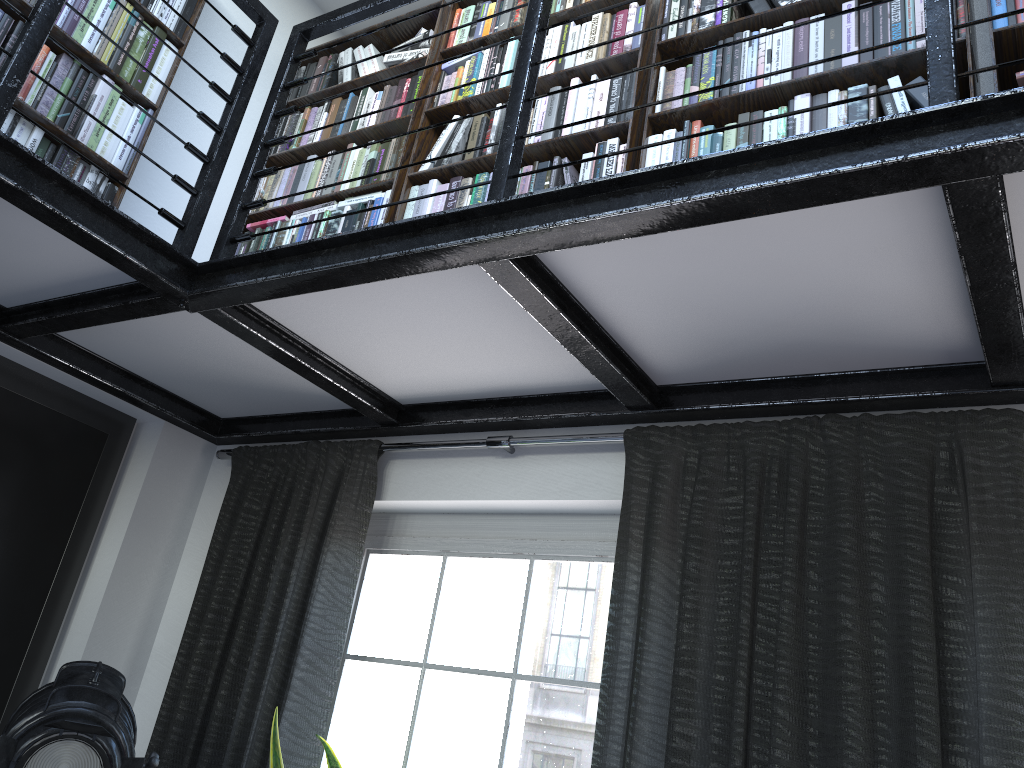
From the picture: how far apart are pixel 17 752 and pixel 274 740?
0.6 meters

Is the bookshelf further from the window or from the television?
the window

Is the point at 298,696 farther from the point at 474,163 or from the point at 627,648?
the point at 474,163

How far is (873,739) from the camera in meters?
1.8

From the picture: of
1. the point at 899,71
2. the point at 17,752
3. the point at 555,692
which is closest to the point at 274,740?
the point at 17,752

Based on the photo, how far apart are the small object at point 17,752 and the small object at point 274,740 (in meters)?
0.28

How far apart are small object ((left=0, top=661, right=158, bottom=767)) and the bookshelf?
1.40m

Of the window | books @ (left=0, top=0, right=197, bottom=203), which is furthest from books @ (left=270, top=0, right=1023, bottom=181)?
the window

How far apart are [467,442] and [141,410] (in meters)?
1.28

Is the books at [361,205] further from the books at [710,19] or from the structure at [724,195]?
the structure at [724,195]
